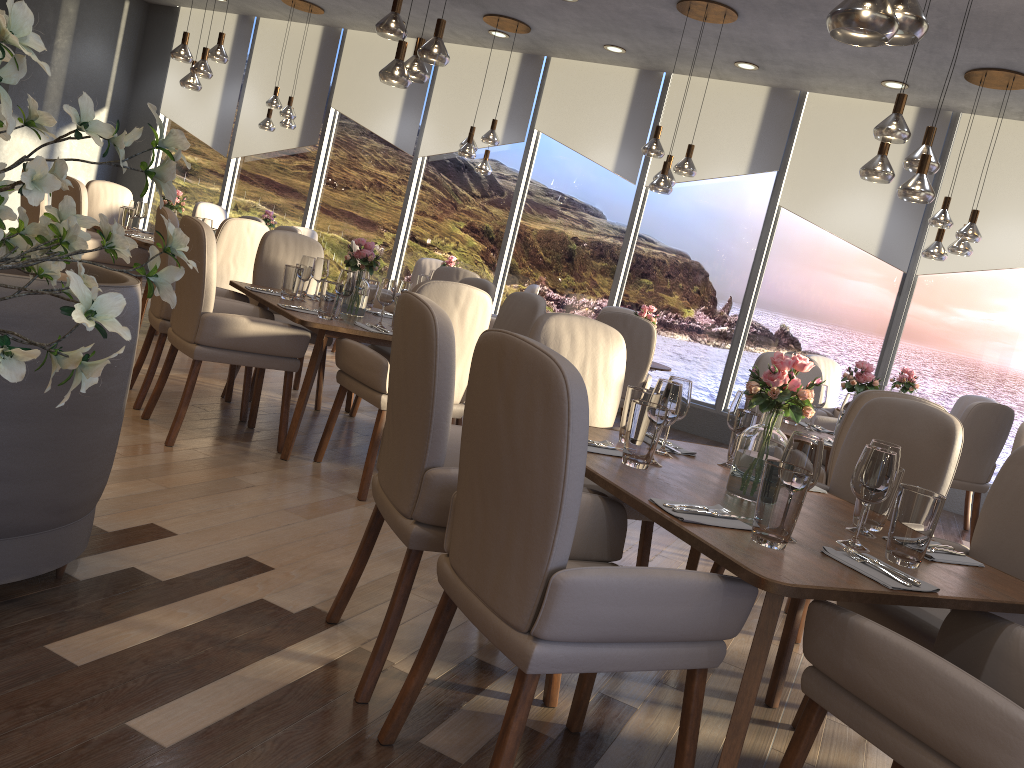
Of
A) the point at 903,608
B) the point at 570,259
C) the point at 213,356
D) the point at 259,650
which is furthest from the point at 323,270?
the point at 570,259

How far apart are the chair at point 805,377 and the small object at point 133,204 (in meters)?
4.87

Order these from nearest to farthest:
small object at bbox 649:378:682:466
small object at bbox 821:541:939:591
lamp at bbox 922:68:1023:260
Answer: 1. small object at bbox 821:541:939:591
2. small object at bbox 649:378:682:466
3. lamp at bbox 922:68:1023:260

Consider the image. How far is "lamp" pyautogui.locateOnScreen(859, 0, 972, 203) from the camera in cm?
411

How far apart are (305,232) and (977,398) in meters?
6.1

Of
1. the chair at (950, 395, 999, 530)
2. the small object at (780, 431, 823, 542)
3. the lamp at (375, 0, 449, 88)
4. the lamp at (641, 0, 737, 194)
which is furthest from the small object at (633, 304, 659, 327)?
the small object at (780, 431, 823, 542)

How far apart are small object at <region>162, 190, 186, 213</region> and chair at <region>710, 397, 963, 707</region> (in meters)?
5.44

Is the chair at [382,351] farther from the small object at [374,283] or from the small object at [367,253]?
the small object at [367,253]

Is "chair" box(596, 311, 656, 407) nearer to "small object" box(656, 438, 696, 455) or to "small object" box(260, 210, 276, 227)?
"small object" box(656, 438, 696, 455)

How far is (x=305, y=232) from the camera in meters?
8.7
